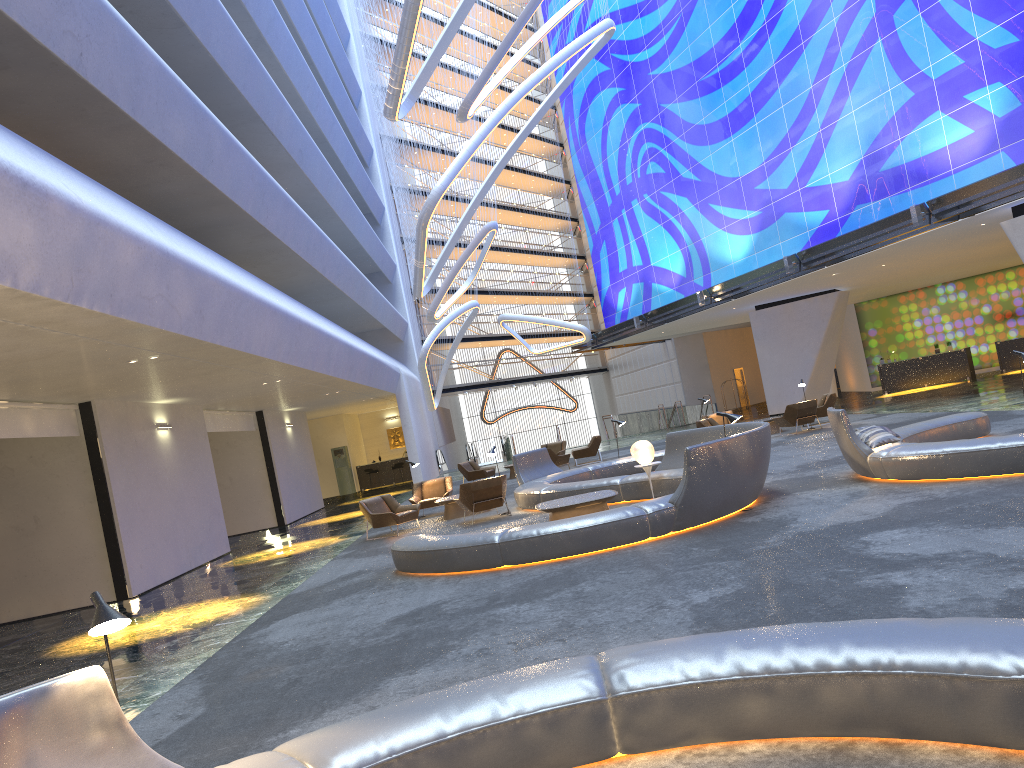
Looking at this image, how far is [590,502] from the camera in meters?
12.3 m

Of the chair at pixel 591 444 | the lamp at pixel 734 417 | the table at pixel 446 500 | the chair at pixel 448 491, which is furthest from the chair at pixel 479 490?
the chair at pixel 591 444

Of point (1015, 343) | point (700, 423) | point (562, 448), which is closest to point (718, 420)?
point (700, 423)

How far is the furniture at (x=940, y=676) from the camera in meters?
3.6

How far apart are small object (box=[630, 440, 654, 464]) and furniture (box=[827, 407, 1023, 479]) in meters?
2.7

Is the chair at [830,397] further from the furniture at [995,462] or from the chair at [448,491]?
the chair at [448,491]

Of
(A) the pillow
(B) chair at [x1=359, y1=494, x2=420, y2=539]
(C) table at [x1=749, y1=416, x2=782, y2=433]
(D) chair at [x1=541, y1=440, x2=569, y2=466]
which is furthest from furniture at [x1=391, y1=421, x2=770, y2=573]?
(D) chair at [x1=541, y1=440, x2=569, y2=466]

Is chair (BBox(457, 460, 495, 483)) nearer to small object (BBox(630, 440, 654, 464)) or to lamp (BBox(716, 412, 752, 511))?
small object (BBox(630, 440, 654, 464))

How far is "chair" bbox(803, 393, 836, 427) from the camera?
22.99m

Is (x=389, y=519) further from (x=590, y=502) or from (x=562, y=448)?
(x=562, y=448)
